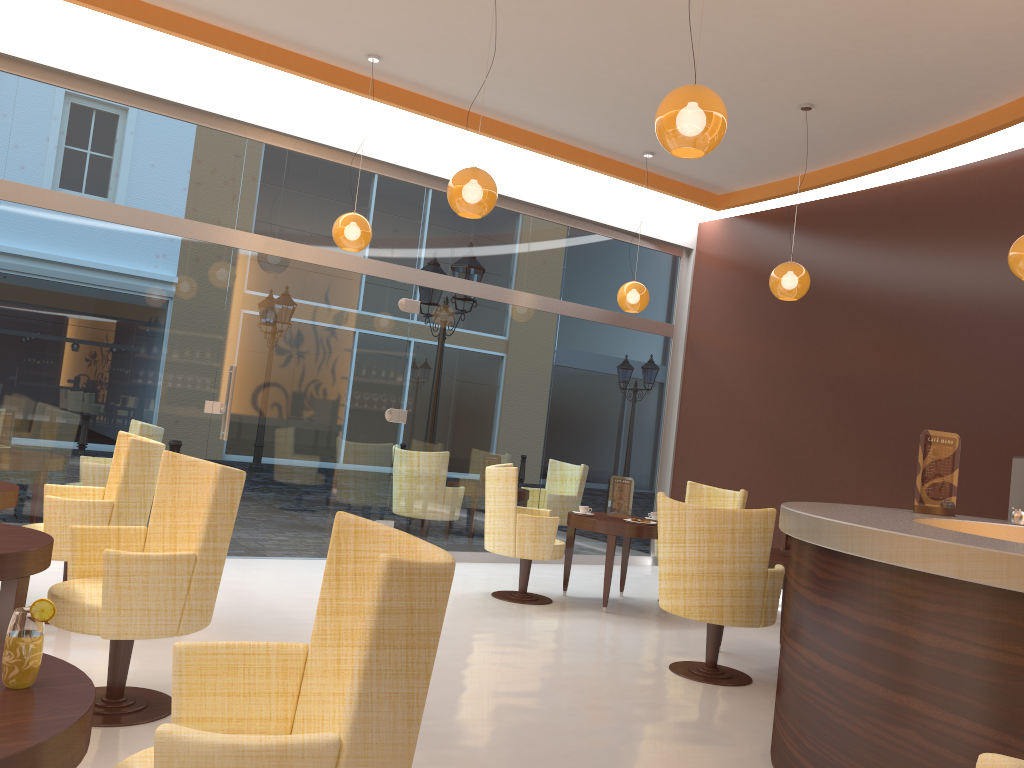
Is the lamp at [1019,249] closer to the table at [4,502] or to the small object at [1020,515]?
the small object at [1020,515]

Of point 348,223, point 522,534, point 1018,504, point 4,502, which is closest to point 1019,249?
point 1018,504

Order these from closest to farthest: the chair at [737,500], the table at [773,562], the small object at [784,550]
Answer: the table at [773,562] → the small object at [784,550] → the chair at [737,500]

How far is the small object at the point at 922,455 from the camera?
4.4m

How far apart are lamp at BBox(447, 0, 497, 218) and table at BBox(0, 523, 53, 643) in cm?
278

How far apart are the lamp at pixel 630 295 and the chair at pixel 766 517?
3.21m

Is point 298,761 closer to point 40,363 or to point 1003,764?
point 1003,764

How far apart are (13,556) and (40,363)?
3.9 meters

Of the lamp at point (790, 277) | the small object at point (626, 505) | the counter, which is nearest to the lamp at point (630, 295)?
the lamp at point (790, 277)

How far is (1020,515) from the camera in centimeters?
425cm
